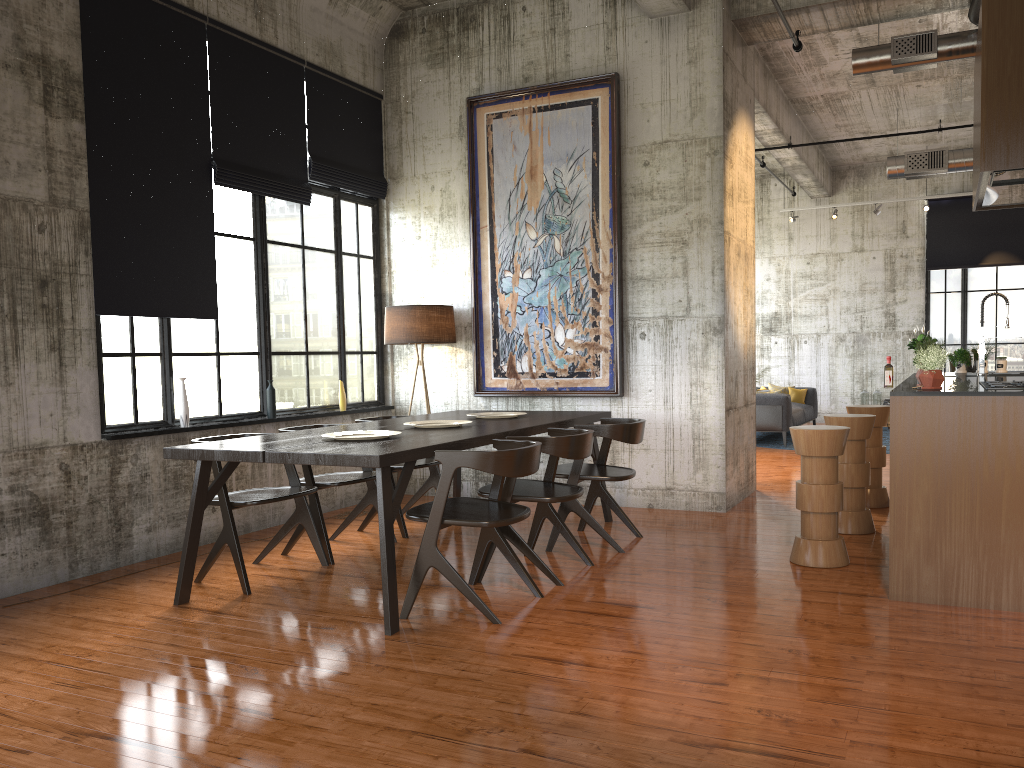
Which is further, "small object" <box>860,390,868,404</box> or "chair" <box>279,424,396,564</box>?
"small object" <box>860,390,868,404</box>

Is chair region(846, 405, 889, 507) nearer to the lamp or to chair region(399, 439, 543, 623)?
the lamp

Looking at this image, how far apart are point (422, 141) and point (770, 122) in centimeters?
539cm

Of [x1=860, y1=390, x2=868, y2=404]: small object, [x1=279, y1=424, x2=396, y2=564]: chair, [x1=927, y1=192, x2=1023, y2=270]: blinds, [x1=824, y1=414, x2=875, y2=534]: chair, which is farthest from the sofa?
[x1=279, y1=424, x2=396, y2=564]: chair

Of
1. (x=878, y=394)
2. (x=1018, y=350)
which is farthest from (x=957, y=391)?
(x=1018, y=350)

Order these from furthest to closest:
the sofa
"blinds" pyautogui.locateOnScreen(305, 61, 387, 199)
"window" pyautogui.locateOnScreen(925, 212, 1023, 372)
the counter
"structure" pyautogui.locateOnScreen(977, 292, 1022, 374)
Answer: "window" pyautogui.locateOnScreen(925, 212, 1023, 372), the sofa, "blinds" pyautogui.locateOnScreen(305, 61, 387, 199), "structure" pyautogui.locateOnScreen(977, 292, 1022, 374), the counter

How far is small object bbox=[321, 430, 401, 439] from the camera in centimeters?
595cm

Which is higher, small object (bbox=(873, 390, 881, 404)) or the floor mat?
small object (bbox=(873, 390, 881, 404))

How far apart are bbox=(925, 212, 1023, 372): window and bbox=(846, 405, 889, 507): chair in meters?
10.5 m

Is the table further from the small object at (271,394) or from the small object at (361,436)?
the small object at (271,394)
